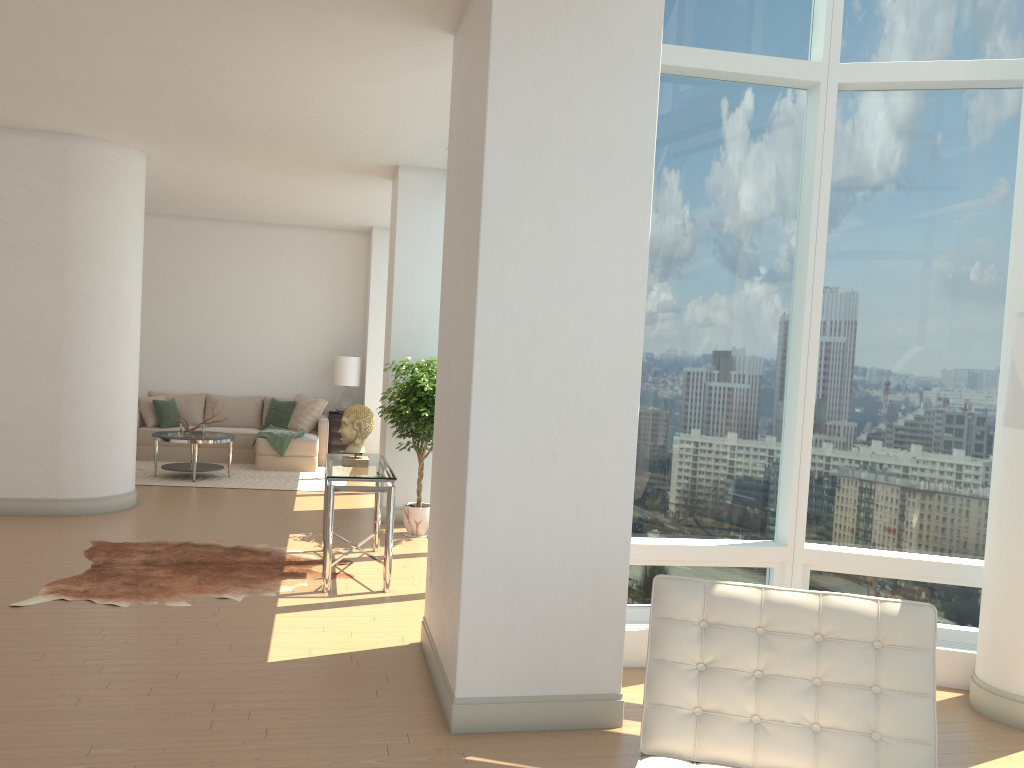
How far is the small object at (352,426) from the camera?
6.4m

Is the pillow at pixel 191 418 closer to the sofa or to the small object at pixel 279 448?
the sofa

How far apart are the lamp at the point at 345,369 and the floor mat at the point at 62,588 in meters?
5.6

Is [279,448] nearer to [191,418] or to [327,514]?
[191,418]

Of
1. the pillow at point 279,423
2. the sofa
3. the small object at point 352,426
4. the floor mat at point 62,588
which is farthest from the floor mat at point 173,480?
the small object at point 352,426

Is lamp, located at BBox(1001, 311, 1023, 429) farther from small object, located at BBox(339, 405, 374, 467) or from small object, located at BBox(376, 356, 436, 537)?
small object, located at BBox(376, 356, 436, 537)

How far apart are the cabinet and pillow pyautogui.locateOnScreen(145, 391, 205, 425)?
1.8 meters

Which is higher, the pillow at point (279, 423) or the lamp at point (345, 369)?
the lamp at point (345, 369)

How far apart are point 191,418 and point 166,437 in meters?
2.3

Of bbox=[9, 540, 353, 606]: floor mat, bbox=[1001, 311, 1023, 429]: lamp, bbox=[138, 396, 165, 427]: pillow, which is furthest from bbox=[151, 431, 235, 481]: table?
bbox=[1001, 311, 1023, 429]: lamp
